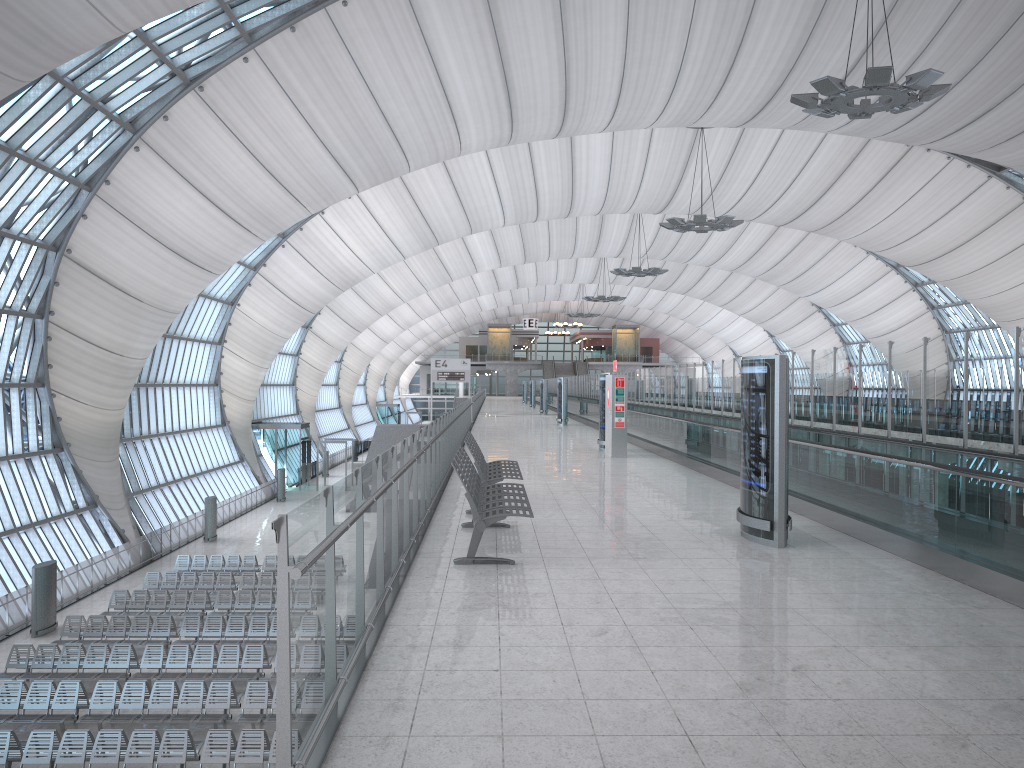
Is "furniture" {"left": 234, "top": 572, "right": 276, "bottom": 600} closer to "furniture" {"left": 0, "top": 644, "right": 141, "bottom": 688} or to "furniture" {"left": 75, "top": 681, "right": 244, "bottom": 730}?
"furniture" {"left": 0, "top": 644, "right": 141, "bottom": 688}

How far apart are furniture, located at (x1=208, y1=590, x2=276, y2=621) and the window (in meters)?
5.84

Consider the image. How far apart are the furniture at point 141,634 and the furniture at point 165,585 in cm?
403

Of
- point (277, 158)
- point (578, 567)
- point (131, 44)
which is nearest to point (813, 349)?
point (578, 567)

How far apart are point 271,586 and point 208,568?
3.8m

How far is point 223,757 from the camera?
14.26m

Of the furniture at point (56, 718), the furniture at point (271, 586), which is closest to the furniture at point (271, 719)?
the furniture at point (56, 718)

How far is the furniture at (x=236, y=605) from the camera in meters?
24.1

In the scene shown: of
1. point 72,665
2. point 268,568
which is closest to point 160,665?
point 72,665

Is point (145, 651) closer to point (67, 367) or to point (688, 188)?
point (67, 367)
